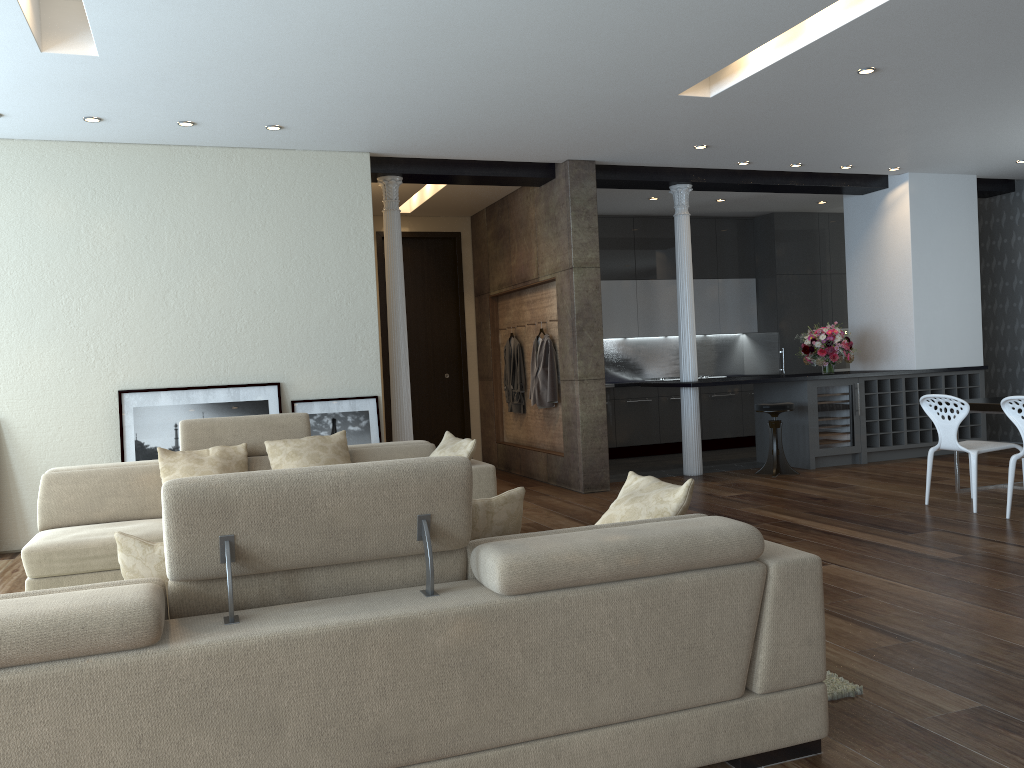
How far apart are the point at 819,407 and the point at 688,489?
6.46m

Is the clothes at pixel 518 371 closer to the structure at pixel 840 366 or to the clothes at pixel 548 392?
the clothes at pixel 548 392

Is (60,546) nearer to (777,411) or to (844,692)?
(844,692)

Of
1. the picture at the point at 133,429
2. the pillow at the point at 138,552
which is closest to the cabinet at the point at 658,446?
the picture at the point at 133,429

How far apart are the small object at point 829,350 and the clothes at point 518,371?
3.0m

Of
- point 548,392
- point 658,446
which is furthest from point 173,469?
point 658,446

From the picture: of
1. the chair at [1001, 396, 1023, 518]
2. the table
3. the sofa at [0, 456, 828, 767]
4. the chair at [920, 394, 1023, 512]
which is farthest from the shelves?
the sofa at [0, 456, 828, 767]

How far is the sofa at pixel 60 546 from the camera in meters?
4.6 m

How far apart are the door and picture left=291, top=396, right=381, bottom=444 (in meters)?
3.02

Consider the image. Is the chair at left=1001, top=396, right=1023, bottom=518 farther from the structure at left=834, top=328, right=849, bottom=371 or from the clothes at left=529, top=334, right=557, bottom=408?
the structure at left=834, top=328, right=849, bottom=371
